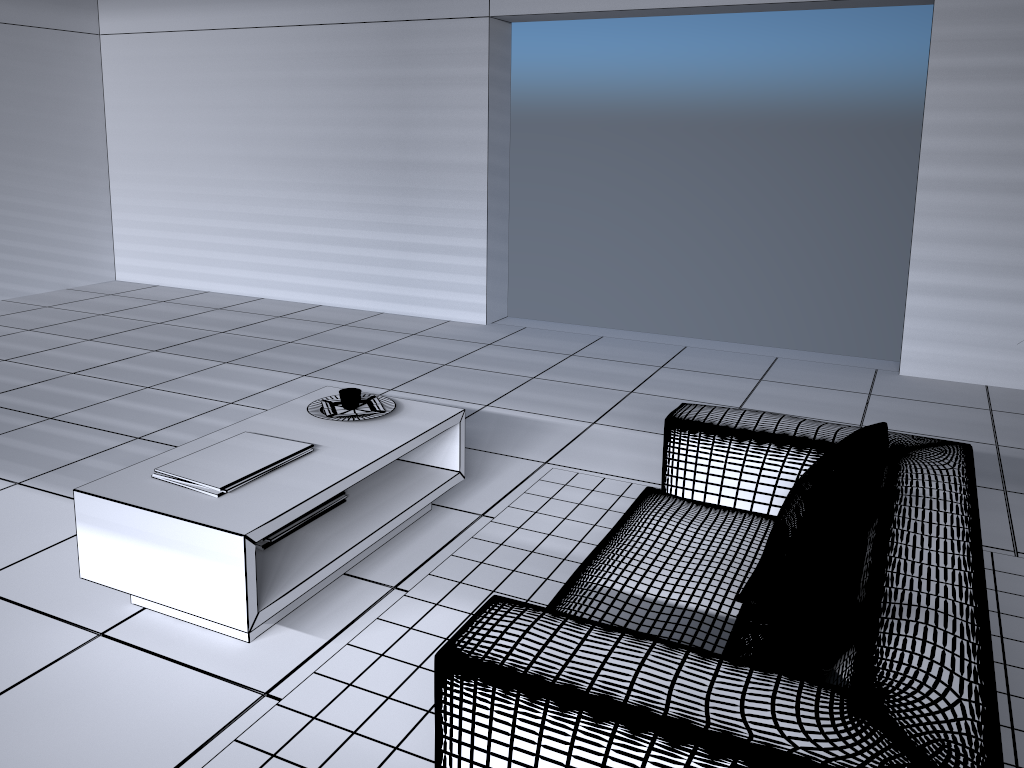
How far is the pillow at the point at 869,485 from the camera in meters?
2.0 m

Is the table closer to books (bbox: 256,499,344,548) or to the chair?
books (bbox: 256,499,344,548)

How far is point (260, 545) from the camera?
2.8m

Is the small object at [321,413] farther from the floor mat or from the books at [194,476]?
the floor mat

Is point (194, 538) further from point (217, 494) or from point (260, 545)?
point (260, 545)

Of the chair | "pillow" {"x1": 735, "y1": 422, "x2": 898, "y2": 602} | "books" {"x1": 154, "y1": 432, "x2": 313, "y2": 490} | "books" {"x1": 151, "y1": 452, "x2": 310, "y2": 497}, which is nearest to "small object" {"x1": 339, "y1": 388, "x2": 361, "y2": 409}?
"books" {"x1": 154, "y1": 432, "x2": 313, "y2": 490}

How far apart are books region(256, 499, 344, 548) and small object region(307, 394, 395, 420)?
0.6m

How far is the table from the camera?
2.4 meters

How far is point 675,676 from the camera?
1.5m

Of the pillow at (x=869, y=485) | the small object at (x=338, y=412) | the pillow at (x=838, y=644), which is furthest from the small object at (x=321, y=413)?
the pillow at (x=838, y=644)
